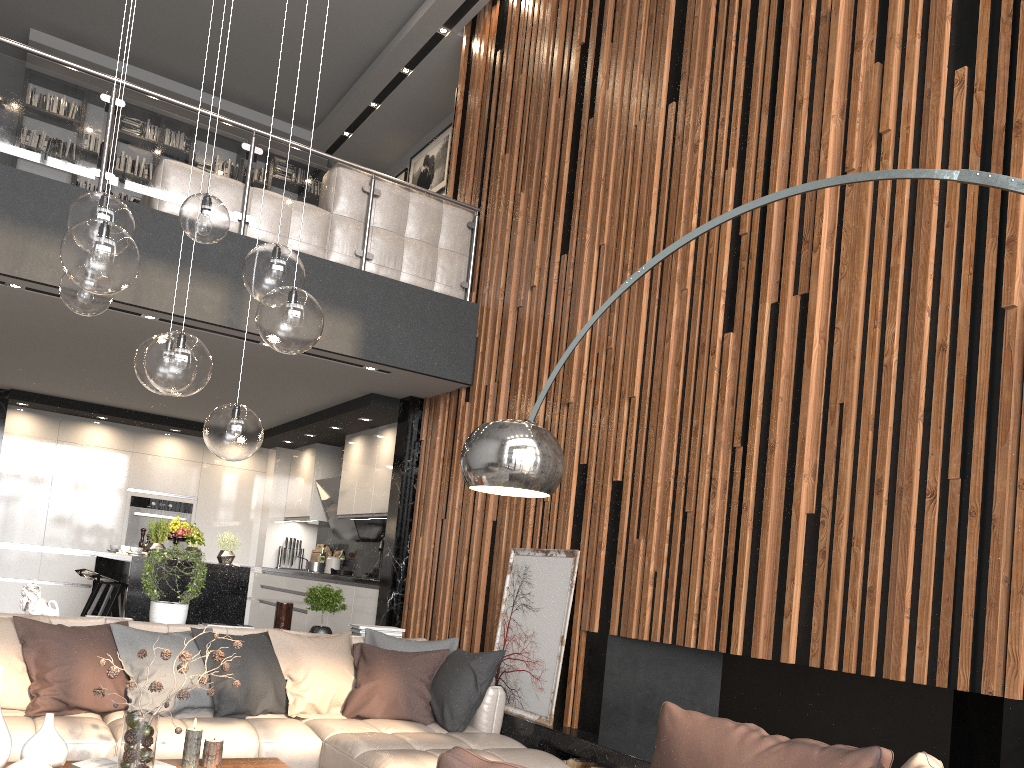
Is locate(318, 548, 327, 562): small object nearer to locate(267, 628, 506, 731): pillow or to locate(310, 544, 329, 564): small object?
locate(310, 544, 329, 564): small object

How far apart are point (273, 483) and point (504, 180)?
5.1 meters

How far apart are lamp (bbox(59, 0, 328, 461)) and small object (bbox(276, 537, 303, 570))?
6.7 meters

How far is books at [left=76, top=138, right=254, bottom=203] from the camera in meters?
9.2 m

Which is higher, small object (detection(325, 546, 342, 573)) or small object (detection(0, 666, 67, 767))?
small object (detection(325, 546, 342, 573))

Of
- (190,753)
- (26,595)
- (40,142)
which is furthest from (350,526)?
(190,753)

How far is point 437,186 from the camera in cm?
897

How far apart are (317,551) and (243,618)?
2.99m

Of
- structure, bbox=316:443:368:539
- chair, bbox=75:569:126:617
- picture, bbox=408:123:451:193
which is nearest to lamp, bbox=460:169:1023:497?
chair, bbox=75:569:126:617

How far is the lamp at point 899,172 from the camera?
2.23m
